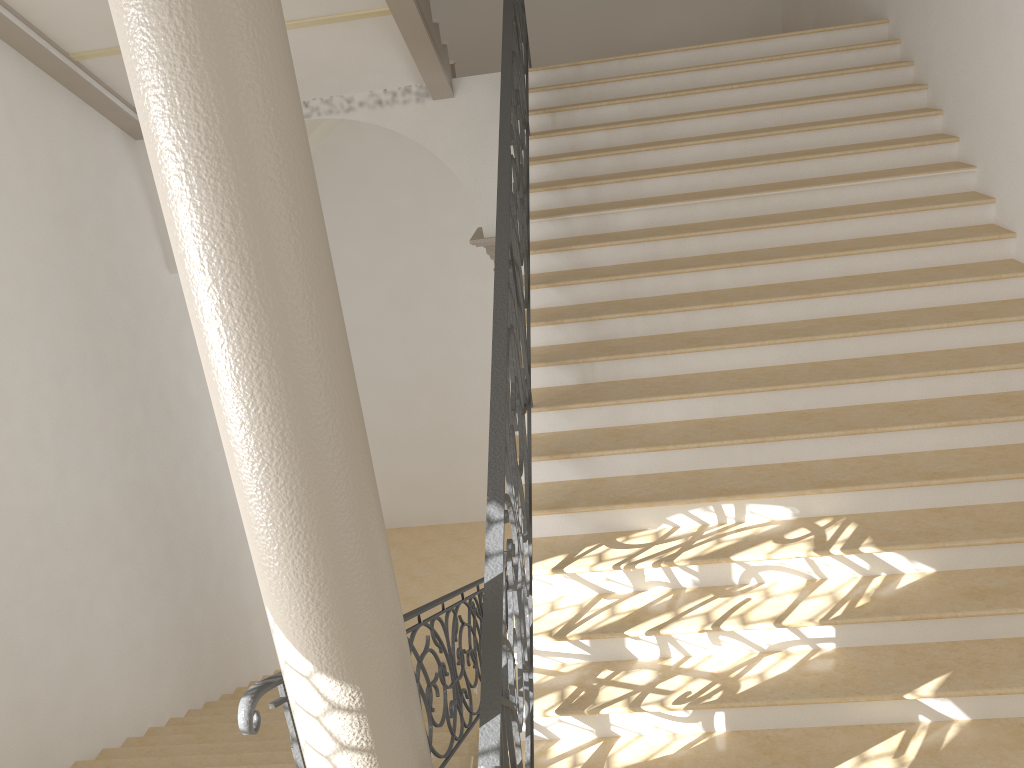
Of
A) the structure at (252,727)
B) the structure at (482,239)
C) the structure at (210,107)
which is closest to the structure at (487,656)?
the structure at (210,107)

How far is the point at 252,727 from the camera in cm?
278

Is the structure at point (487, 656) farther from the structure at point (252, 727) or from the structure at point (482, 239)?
the structure at point (482, 239)

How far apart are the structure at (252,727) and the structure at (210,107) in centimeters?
25cm

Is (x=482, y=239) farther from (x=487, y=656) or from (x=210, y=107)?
(x=210, y=107)

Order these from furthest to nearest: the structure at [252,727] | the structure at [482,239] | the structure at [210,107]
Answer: the structure at [482,239] < the structure at [252,727] < the structure at [210,107]

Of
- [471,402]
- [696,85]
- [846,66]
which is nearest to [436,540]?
[471,402]

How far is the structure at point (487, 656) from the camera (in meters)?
2.85

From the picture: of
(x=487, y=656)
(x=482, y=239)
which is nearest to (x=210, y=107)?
(x=487, y=656)

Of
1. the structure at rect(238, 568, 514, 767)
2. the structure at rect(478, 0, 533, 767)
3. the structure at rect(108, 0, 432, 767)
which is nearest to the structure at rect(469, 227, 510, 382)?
the structure at rect(478, 0, 533, 767)
